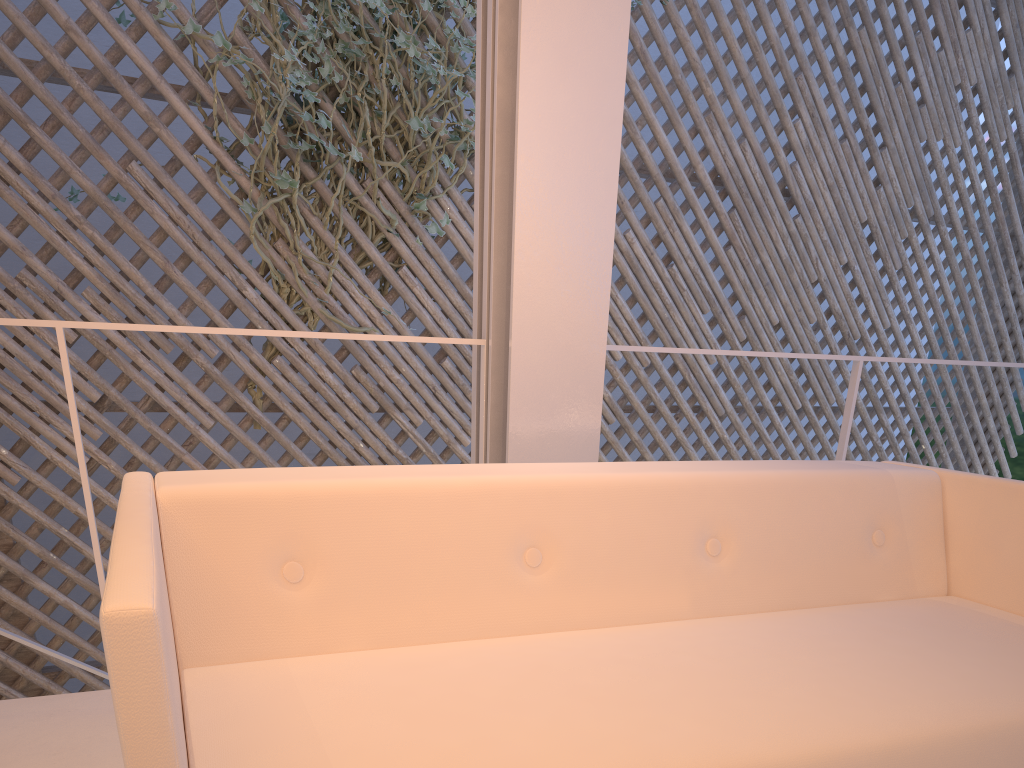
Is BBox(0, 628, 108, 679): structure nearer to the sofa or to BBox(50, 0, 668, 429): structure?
BBox(50, 0, 668, 429): structure

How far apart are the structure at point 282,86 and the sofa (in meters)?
1.73

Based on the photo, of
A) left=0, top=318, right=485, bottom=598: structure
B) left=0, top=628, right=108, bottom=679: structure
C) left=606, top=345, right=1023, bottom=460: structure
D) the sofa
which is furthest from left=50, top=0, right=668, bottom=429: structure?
the sofa

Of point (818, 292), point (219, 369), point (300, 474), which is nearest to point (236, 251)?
point (219, 369)

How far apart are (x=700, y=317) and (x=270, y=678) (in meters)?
2.94

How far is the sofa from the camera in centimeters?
55cm

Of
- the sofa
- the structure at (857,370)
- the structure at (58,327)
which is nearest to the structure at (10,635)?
the structure at (58,327)

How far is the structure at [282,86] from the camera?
2.53m

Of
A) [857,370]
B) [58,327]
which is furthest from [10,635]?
[857,370]

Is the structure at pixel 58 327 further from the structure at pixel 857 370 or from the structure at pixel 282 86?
the structure at pixel 282 86
